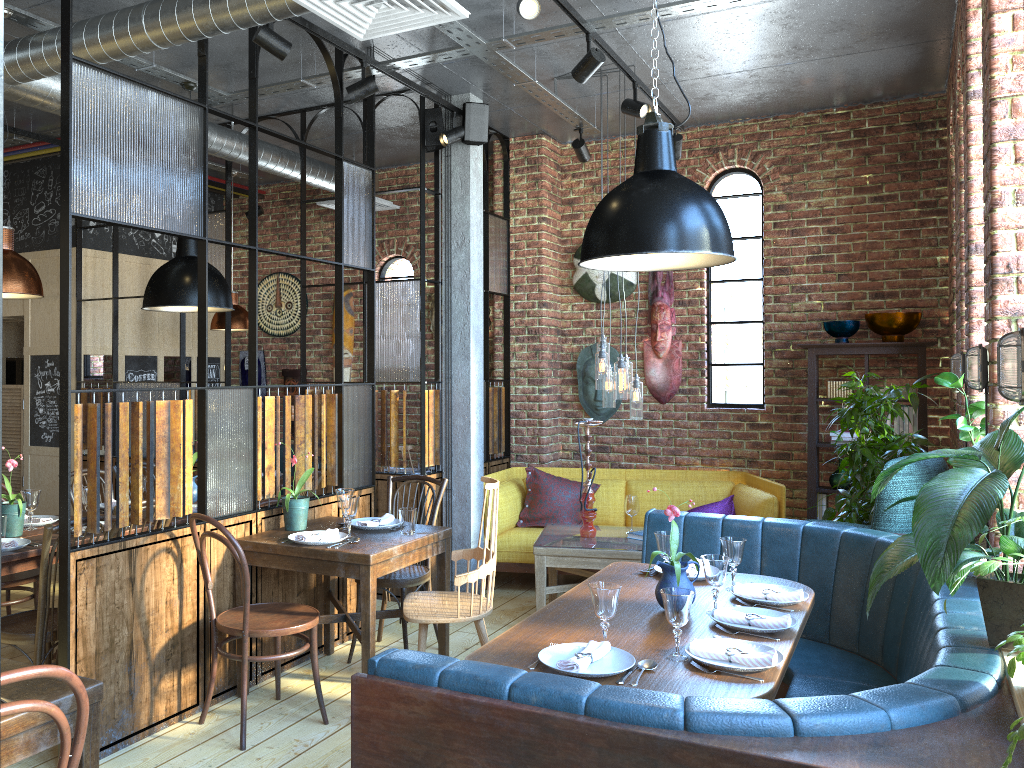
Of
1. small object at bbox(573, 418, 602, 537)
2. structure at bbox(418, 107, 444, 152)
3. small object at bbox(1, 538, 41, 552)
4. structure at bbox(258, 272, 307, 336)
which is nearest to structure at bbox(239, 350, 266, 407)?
structure at bbox(258, 272, 307, 336)

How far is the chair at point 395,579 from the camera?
4.40m

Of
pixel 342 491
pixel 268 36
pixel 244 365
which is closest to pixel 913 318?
pixel 342 491

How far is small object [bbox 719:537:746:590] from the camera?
3.4 meters

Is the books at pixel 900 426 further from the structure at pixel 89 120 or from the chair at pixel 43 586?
the chair at pixel 43 586

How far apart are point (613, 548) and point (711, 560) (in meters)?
1.96

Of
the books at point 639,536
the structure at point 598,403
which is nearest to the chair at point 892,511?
the books at point 639,536

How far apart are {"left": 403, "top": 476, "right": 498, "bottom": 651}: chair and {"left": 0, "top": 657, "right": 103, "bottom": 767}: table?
1.7 meters

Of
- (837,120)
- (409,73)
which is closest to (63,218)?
(409,73)

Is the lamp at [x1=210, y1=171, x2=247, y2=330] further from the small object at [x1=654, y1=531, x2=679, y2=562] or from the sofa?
the small object at [x1=654, y1=531, x2=679, y2=562]
